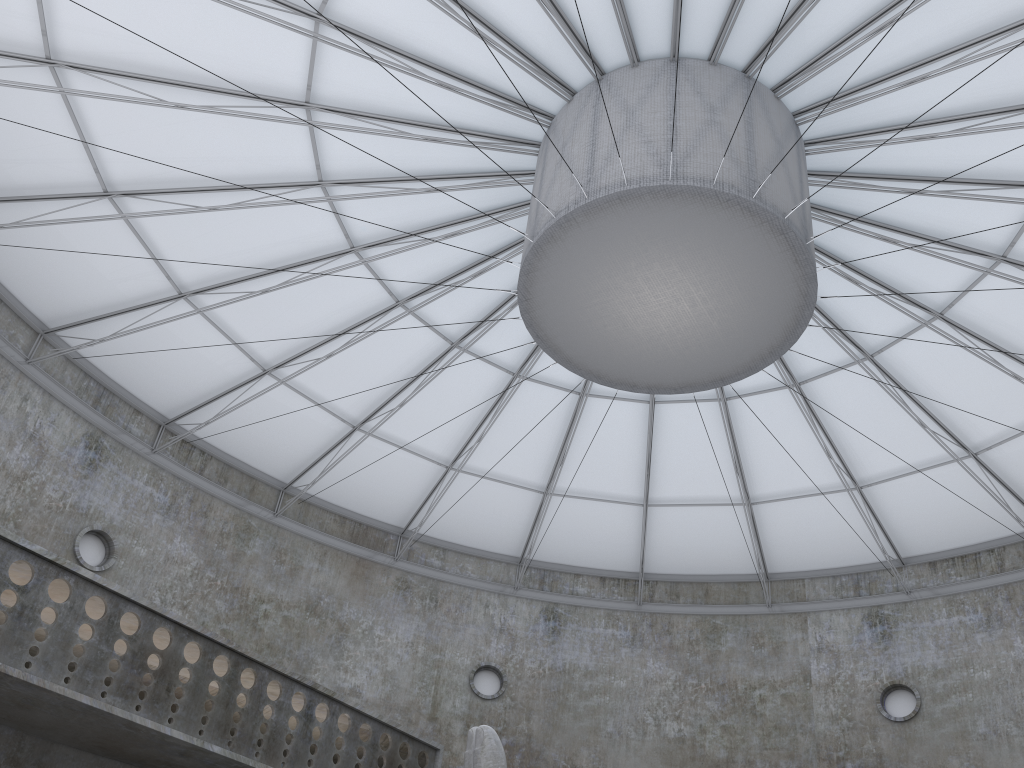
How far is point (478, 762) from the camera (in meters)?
14.50

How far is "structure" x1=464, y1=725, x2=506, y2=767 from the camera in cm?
1450

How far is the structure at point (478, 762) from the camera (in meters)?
14.50
